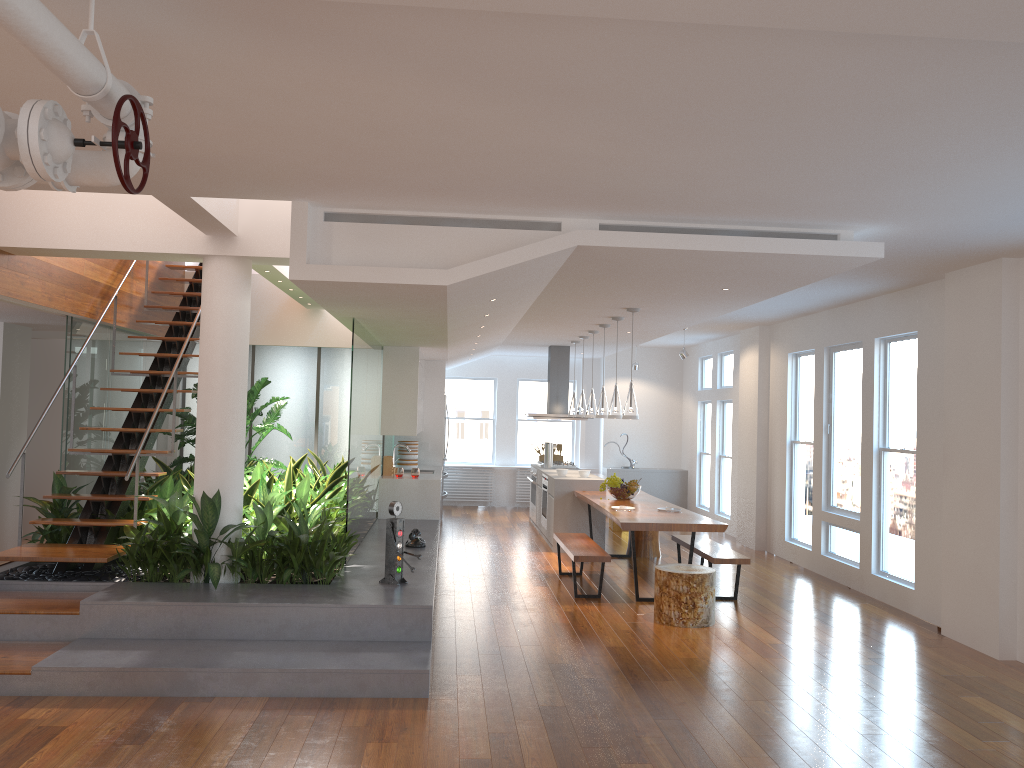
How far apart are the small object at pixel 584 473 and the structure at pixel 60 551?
4.6m

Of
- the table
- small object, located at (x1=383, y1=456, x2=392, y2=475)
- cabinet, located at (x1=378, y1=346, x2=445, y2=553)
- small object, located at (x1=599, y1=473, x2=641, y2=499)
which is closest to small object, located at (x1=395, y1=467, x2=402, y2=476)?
cabinet, located at (x1=378, y1=346, x2=445, y2=553)

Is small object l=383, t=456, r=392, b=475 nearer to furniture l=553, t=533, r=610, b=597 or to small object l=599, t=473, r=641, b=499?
furniture l=553, t=533, r=610, b=597

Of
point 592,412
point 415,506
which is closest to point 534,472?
point 592,412

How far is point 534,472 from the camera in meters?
12.3 m

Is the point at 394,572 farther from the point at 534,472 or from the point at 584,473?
the point at 534,472

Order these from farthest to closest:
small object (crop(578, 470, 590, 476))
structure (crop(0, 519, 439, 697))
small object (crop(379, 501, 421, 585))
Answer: small object (crop(578, 470, 590, 476)) < small object (crop(379, 501, 421, 585)) < structure (crop(0, 519, 439, 697))

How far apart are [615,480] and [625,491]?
0.1 meters

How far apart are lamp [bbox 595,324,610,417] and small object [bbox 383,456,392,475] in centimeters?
254cm

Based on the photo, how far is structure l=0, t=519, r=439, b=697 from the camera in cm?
473
